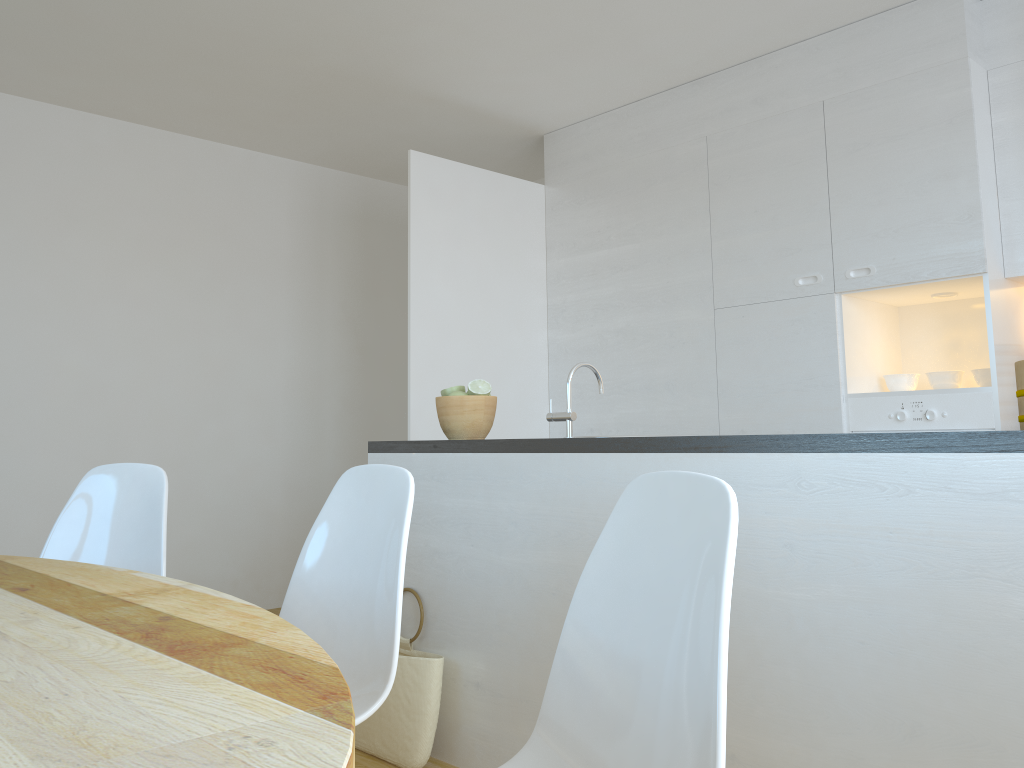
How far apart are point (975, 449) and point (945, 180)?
2.17m

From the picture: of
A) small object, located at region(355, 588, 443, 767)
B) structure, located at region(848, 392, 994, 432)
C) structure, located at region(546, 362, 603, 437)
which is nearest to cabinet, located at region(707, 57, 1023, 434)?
structure, located at region(848, 392, 994, 432)

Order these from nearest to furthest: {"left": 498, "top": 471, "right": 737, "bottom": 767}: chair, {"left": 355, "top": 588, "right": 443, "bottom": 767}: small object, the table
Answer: the table
{"left": 498, "top": 471, "right": 737, "bottom": 767}: chair
{"left": 355, "top": 588, "right": 443, "bottom": 767}: small object

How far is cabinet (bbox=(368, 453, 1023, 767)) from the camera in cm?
163

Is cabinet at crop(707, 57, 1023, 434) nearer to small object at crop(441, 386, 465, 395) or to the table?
small object at crop(441, 386, 465, 395)

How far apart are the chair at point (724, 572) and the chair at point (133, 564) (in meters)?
1.26

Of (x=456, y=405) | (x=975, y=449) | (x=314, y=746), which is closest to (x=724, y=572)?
(x=314, y=746)

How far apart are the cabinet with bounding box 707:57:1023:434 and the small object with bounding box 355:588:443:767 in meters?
2.0 m

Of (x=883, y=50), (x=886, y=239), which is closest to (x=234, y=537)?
(x=886, y=239)

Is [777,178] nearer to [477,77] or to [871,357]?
[871,357]
